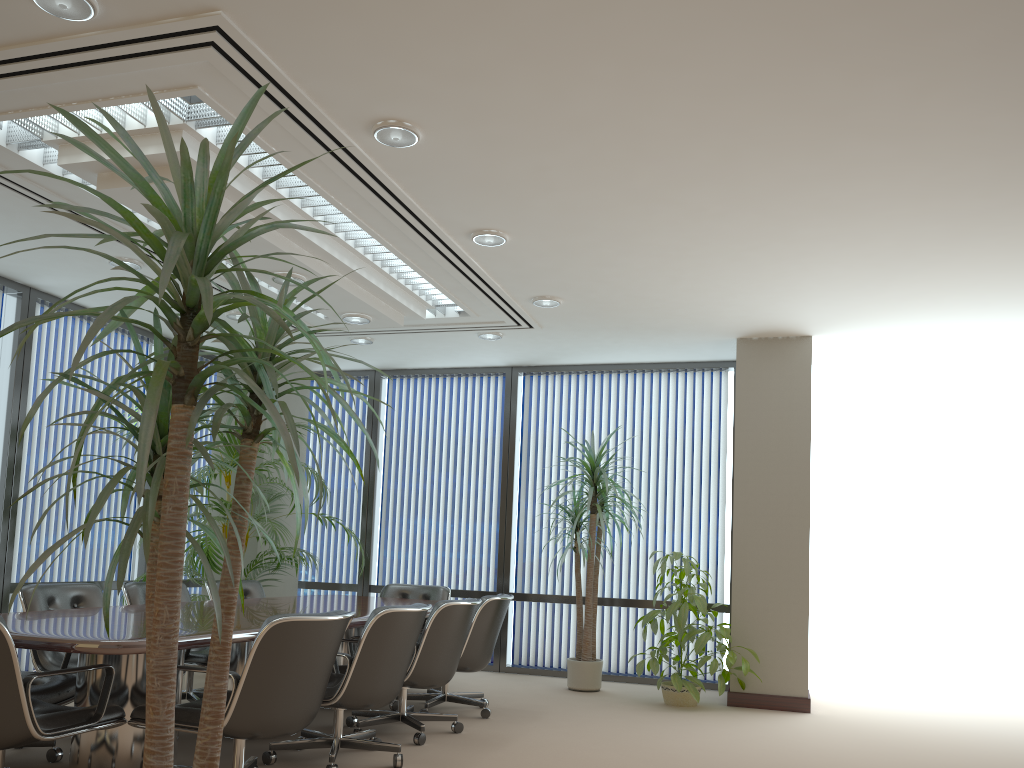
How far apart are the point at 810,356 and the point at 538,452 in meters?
2.8

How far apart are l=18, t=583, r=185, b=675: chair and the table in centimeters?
40cm

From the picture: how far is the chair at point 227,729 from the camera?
3.5m

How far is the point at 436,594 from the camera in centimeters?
740cm

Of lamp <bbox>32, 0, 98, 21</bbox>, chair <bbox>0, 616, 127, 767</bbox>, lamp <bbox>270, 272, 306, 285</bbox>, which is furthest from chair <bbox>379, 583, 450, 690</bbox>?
lamp <bbox>32, 0, 98, 21</bbox>

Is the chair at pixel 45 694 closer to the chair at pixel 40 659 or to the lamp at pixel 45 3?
the chair at pixel 40 659

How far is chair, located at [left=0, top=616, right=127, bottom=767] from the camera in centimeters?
322cm

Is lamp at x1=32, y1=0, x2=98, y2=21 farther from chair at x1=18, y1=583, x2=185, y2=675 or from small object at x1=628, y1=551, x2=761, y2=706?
small object at x1=628, y1=551, x2=761, y2=706

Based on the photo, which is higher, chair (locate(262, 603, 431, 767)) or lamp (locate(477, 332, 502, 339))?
lamp (locate(477, 332, 502, 339))

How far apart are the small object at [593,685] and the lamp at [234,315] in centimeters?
316cm
